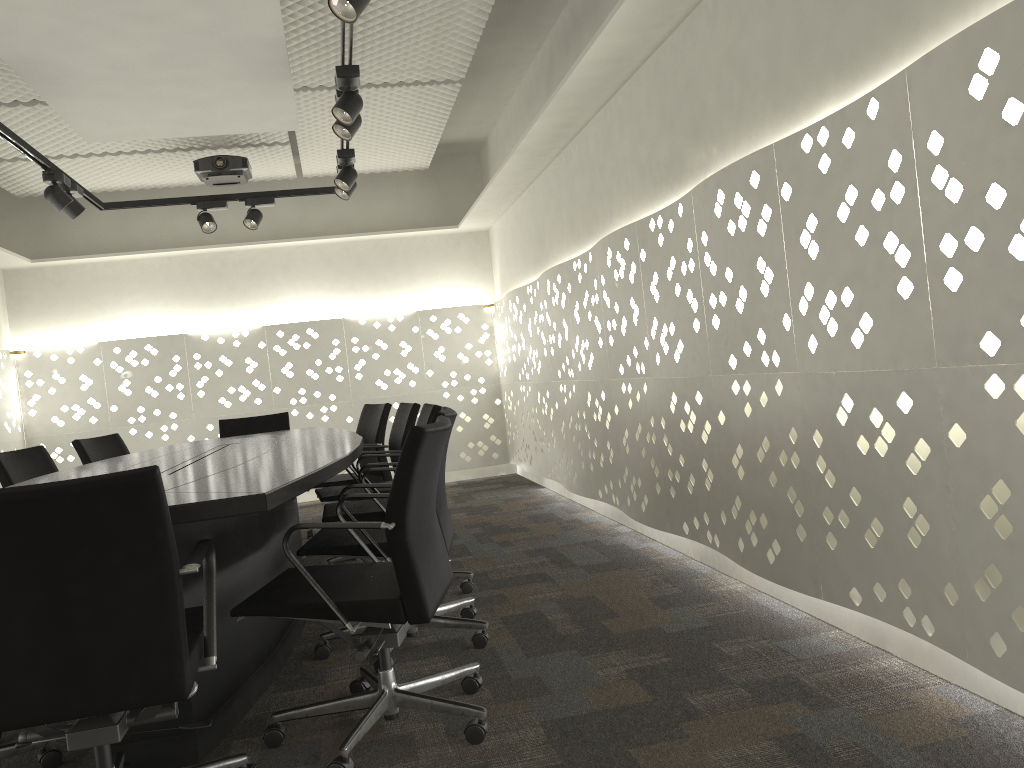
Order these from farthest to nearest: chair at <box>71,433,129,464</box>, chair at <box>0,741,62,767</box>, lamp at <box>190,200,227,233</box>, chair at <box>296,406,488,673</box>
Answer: lamp at <box>190,200,227,233</box> < chair at <box>71,433,129,464</box> < chair at <box>296,406,488,673</box> < chair at <box>0,741,62,767</box>

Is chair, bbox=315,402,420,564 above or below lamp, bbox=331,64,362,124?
below

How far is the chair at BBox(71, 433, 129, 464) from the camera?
4.5m

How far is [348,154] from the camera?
4.5 meters

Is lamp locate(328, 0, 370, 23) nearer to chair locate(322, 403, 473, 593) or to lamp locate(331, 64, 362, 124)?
lamp locate(331, 64, 362, 124)

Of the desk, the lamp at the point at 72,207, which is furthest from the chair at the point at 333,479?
the lamp at the point at 72,207

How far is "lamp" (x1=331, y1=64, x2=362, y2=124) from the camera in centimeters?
333cm

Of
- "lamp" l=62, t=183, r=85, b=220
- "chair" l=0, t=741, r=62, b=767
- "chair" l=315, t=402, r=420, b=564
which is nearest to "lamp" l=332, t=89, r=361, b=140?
"chair" l=315, t=402, r=420, b=564

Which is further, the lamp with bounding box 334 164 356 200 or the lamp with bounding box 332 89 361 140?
the lamp with bounding box 334 164 356 200

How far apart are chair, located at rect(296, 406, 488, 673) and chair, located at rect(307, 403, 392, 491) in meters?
1.7
